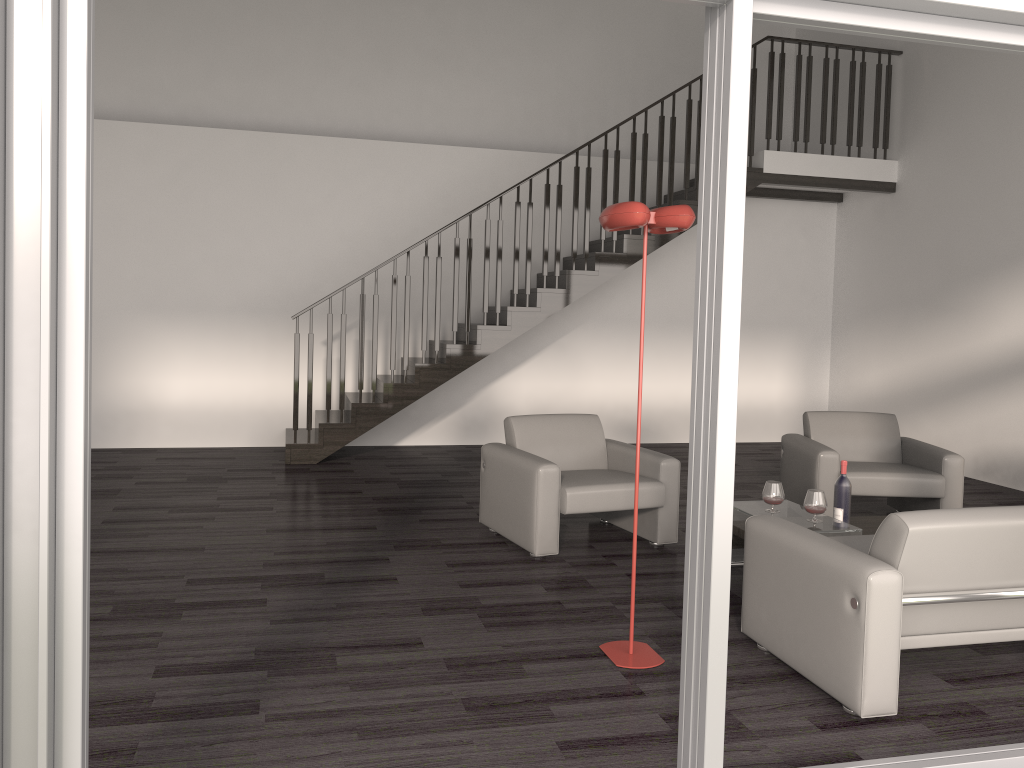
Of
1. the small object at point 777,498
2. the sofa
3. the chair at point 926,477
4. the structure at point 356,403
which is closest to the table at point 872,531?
the small object at point 777,498

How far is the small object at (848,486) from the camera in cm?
473

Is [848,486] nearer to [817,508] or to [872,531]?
[872,531]

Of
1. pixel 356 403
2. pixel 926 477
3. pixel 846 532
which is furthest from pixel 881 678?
pixel 356 403

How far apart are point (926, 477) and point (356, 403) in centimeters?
454cm

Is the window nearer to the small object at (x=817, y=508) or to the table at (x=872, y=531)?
the small object at (x=817, y=508)

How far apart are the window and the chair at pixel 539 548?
2.4 meters

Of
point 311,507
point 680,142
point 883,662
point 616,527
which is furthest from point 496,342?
point 883,662

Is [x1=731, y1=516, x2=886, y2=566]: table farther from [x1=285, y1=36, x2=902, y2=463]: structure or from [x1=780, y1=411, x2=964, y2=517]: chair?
[x1=285, y1=36, x2=902, y2=463]: structure

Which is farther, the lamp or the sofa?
the lamp
